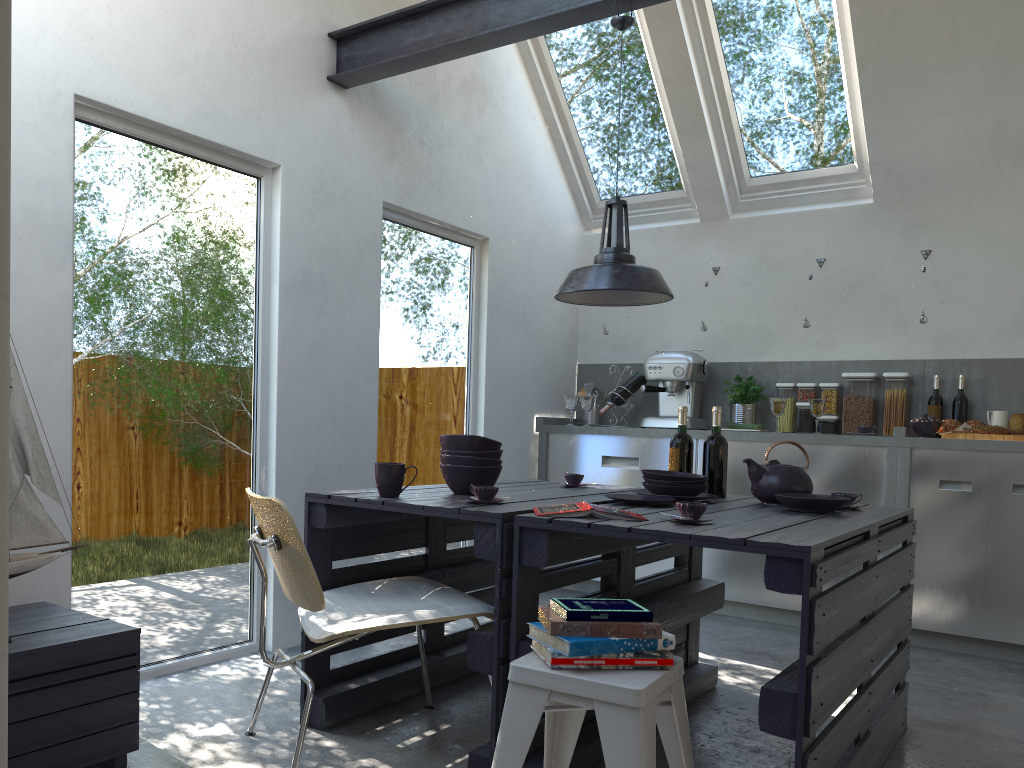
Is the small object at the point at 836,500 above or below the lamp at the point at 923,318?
below

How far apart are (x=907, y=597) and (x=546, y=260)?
3.30m

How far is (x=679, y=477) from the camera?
3.11m

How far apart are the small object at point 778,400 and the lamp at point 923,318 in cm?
85

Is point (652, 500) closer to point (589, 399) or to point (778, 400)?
point (778, 400)

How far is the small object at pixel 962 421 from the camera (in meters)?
4.85

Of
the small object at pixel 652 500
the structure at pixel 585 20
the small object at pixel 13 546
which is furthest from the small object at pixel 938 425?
the small object at pixel 13 546

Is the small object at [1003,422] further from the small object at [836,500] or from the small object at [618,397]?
the small object at [836,500]

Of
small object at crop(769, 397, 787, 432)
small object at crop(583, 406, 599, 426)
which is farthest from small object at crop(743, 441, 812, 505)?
small object at crop(583, 406, 599, 426)

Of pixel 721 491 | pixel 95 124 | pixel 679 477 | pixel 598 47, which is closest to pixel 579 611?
pixel 679 477
